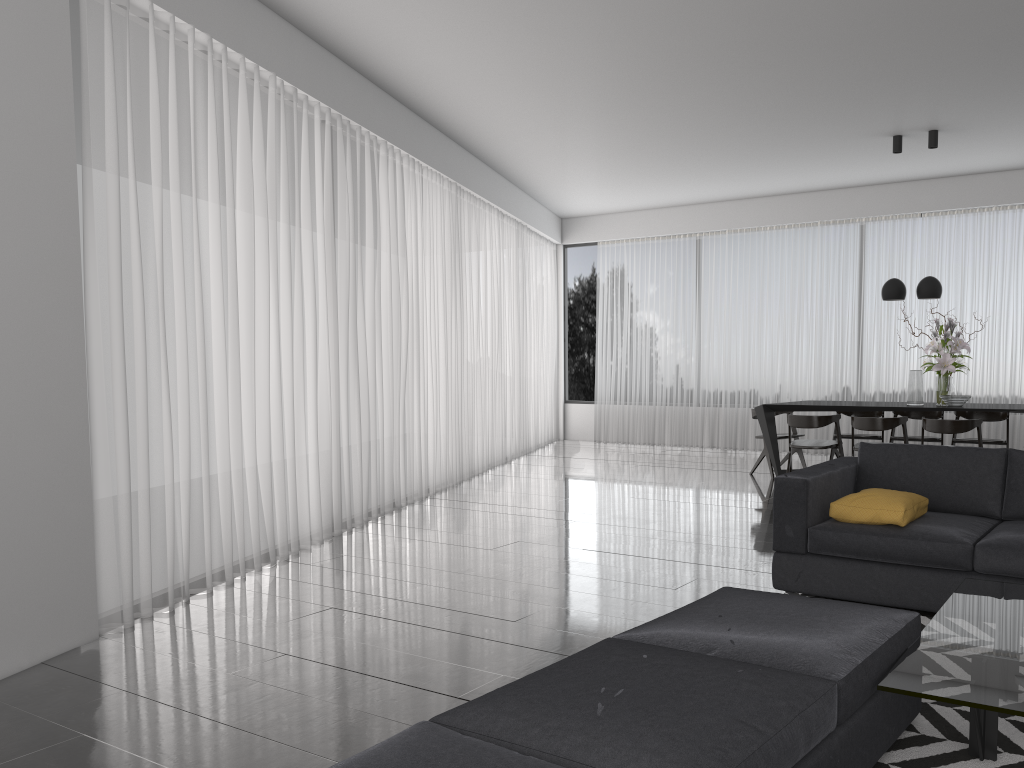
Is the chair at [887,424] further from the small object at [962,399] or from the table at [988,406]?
the small object at [962,399]

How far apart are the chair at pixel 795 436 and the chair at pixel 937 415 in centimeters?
85cm

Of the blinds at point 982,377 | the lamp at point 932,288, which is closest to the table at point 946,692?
the lamp at point 932,288

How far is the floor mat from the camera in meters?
2.4 m

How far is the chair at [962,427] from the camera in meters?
6.8 m

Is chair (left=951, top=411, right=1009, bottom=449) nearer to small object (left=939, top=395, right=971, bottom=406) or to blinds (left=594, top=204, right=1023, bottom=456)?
small object (left=939, top=395, right=971, bottom=406)

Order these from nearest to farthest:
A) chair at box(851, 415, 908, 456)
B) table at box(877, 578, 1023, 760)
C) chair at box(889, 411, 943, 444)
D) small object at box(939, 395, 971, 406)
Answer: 1. table at box(877, 578, 1023, 760)
2. chair at box(851, 415, 908, 456)
3. small object at box(939, 395, 971, 406)
4. chair at box(889, 411, 943, 444)

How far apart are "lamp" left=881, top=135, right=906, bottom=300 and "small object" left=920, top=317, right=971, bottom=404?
0.45m

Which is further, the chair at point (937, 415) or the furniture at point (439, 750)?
the chair at point (937, 415)

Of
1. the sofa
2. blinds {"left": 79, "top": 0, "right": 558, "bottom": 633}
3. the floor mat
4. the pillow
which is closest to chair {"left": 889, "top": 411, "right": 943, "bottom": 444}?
the sofa
